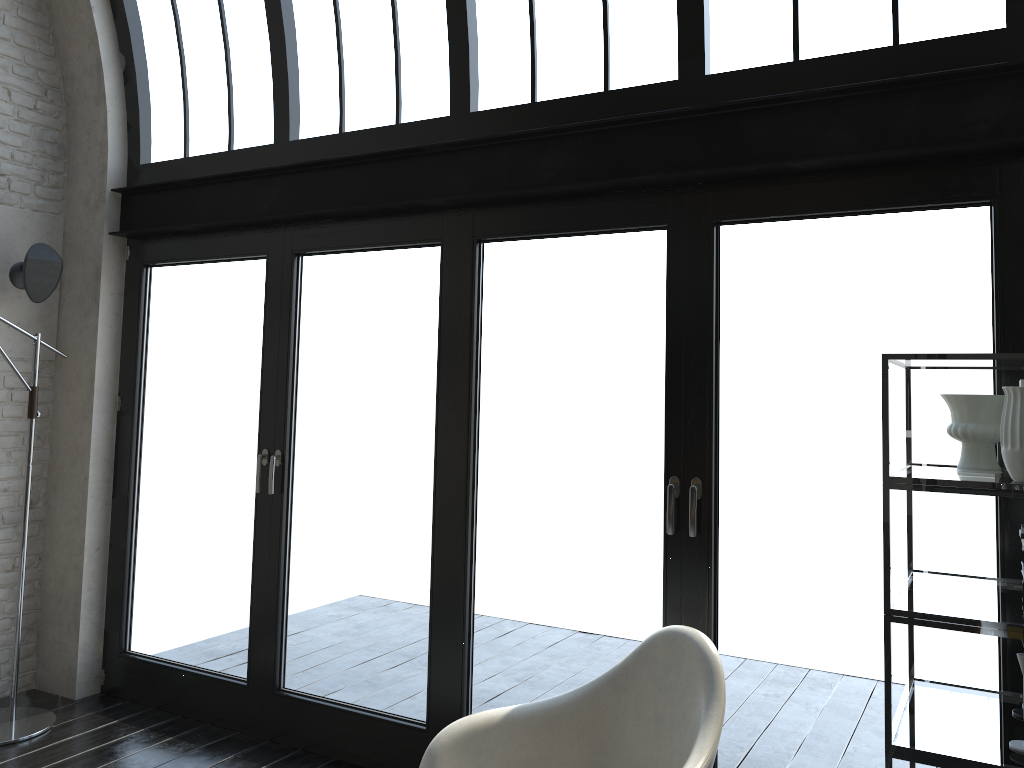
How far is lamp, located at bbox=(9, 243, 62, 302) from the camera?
4.4 meters

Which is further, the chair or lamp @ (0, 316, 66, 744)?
lamp @ (0, 316, 66, 744)

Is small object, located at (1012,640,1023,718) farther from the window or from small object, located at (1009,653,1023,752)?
the window

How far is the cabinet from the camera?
1.9 meters

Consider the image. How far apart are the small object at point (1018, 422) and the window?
0.8m

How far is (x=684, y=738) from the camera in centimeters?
240cm

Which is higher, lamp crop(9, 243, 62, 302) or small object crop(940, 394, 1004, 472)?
lamp crop(9, 243, 62, 302)

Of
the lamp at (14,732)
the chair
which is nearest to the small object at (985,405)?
the chair

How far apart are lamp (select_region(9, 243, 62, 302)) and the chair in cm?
322

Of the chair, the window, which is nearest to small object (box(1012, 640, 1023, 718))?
the window
